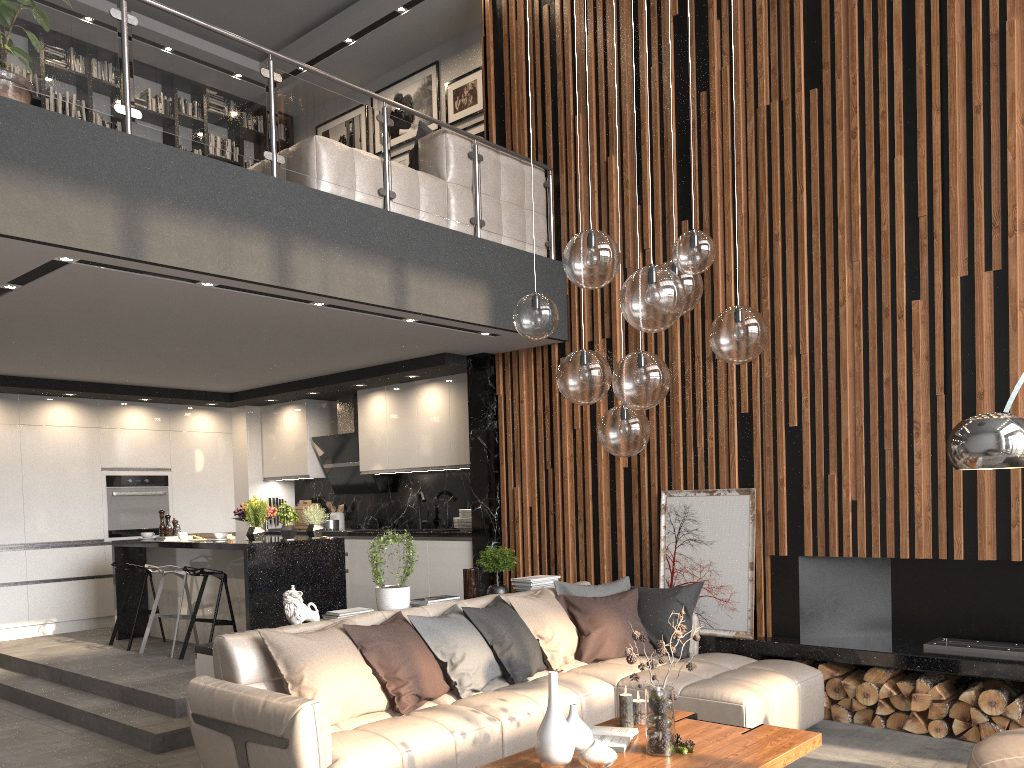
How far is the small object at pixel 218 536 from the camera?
6.8m

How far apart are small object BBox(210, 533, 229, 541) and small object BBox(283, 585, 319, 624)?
2.3 meters

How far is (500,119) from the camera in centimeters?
761cm

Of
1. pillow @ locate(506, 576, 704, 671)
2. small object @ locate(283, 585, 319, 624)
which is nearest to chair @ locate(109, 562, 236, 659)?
small object @ locate(283, 585, 319, 624)

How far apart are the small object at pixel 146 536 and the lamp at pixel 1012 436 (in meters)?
6.50

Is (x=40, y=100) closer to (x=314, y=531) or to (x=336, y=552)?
(x=314, y=531)

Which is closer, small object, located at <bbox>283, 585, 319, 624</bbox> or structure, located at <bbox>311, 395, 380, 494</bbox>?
small object, located at <bbox>283, 585, 319, 624</bbox>

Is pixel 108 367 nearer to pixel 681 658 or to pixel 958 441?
pixel 681 658

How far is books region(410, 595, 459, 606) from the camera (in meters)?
5.41

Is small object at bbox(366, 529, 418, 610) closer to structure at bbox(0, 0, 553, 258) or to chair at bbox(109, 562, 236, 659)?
chair at bbox(109, 562, 236, 659)
